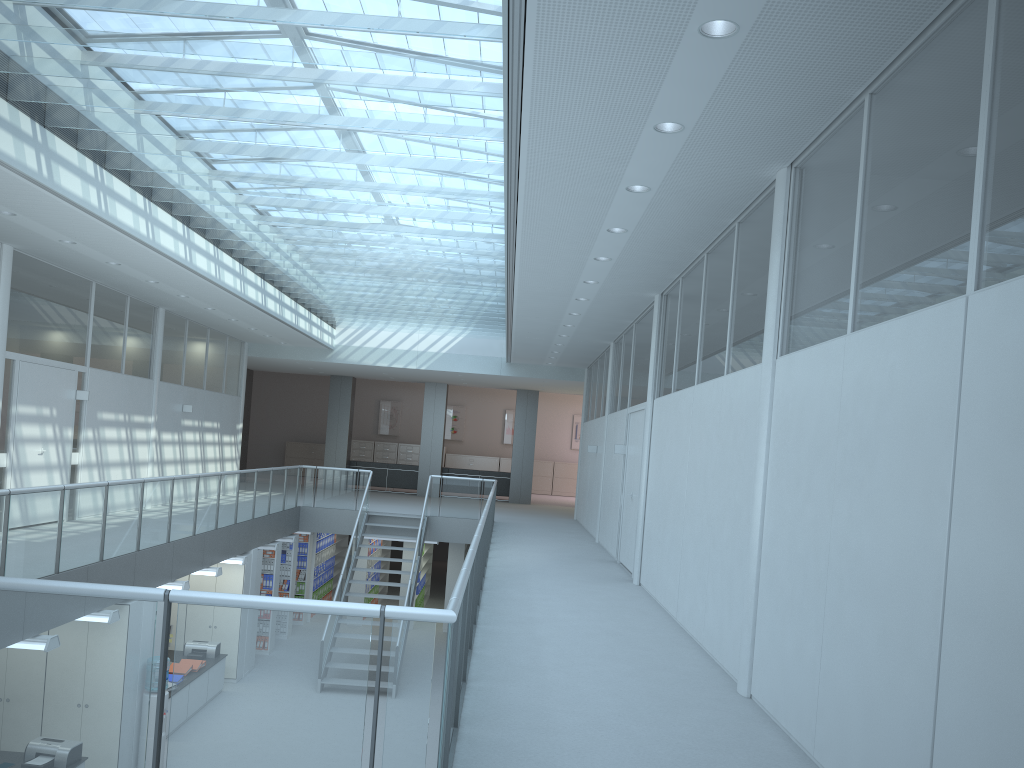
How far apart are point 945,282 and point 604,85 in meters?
1.9

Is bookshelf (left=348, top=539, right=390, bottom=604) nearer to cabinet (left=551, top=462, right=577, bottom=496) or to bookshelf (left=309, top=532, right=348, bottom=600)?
bookshelf (left=309, top=532, right=348, bottom=600)

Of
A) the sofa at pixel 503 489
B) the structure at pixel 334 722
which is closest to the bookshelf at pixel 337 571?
the sofa at pixel 503 489

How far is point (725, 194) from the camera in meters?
5.8 m

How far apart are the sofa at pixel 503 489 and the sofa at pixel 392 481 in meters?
0.7

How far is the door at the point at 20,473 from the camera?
9.8 meters

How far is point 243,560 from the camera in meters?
12.0

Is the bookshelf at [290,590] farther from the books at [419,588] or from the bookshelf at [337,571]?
the bookshelf at [337,571]

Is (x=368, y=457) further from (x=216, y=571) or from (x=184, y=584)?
(x=184, y=584)

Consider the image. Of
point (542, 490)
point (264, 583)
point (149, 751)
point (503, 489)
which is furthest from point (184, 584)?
point (542, 490)
